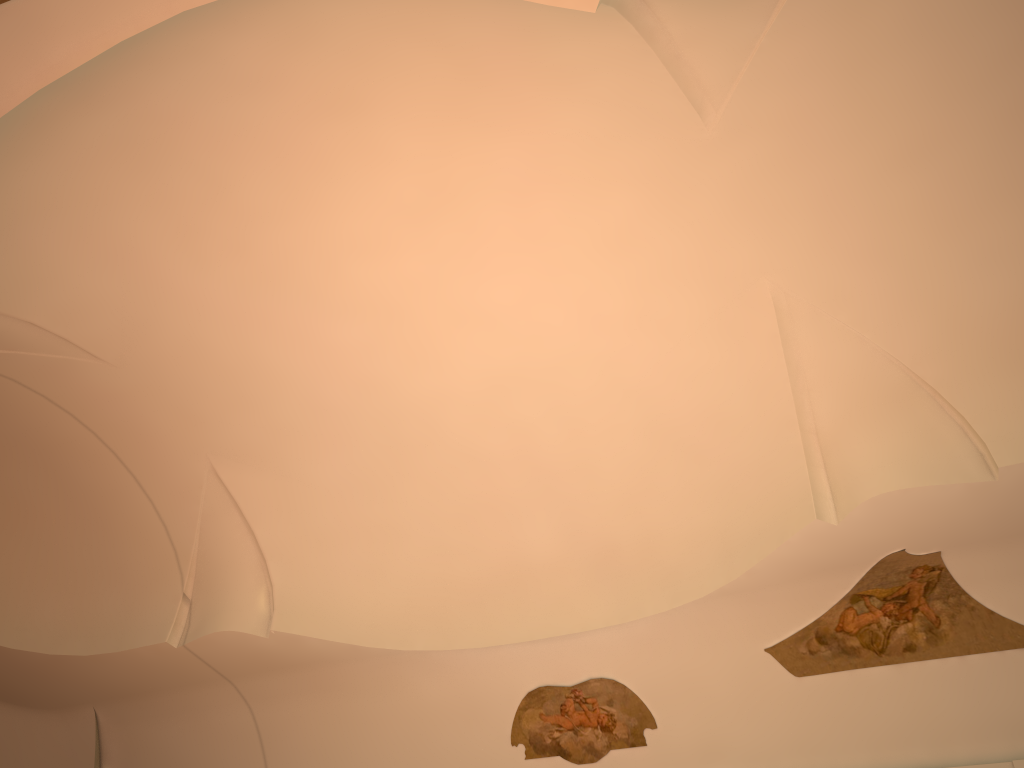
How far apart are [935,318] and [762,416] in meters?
1.7
